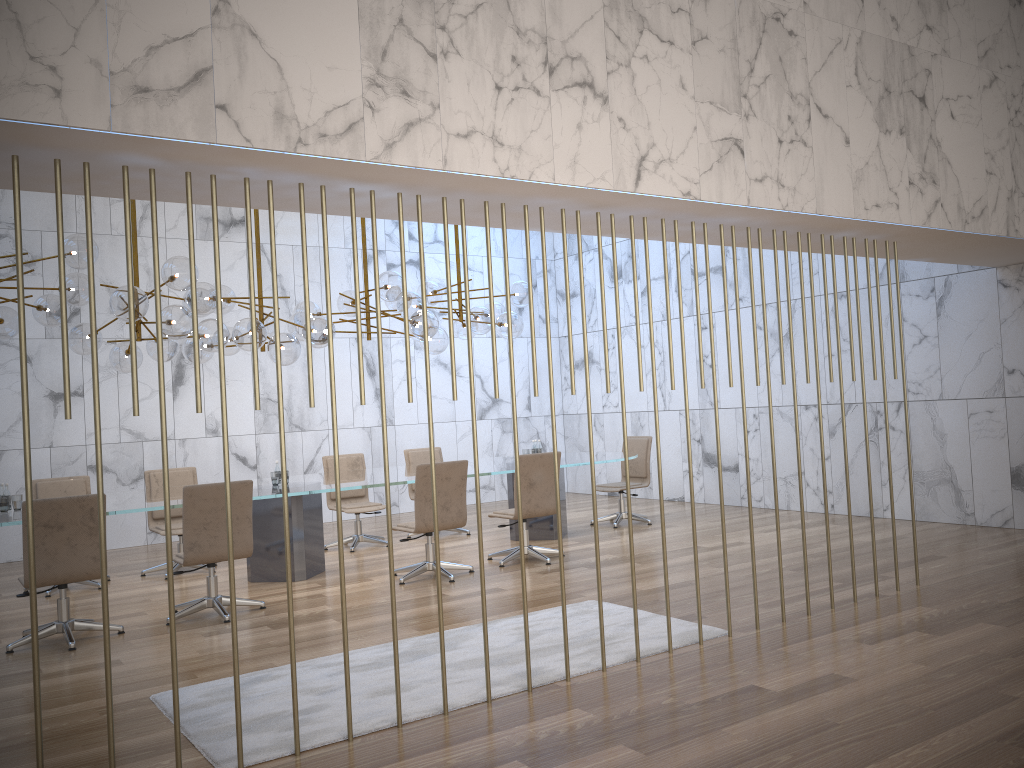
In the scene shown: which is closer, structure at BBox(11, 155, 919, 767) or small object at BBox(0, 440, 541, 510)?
structure at BBox(11, 155, 919, 767)

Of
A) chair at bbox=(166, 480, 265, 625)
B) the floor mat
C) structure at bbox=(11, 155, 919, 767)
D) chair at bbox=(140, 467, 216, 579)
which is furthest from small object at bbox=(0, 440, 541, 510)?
structure at bbox=(11, 155, 919, 767)

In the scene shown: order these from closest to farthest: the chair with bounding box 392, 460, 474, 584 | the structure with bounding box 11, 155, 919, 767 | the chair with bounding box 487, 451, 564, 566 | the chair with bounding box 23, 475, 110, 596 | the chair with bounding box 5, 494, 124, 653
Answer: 1. the structure with bounding box 11, 155, 919, 767
2. the chair with bounding box 5, 494, 124, 653
3. the chair with bounding box 392, 460, 474, 584
4. the chair with bounding box 487, 451, 564, 566
5. the chair with bounding box 23, 475, 110, 596

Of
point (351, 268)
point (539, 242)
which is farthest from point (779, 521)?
point (539, 242)

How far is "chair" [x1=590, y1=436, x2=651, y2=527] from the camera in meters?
10.2 m

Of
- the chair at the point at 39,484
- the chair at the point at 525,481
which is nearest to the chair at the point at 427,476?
the chair at the point at 525,481

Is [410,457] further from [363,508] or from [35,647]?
[35,647]

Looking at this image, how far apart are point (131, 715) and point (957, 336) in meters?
8.0 m

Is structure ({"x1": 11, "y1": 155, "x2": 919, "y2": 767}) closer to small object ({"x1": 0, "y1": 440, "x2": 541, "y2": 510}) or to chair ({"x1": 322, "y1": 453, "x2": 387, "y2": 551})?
small object ({"x1": 0, "y1": 440, "x2": 541, "y2": 510})

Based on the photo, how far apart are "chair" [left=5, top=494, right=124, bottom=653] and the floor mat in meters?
1.5 m
